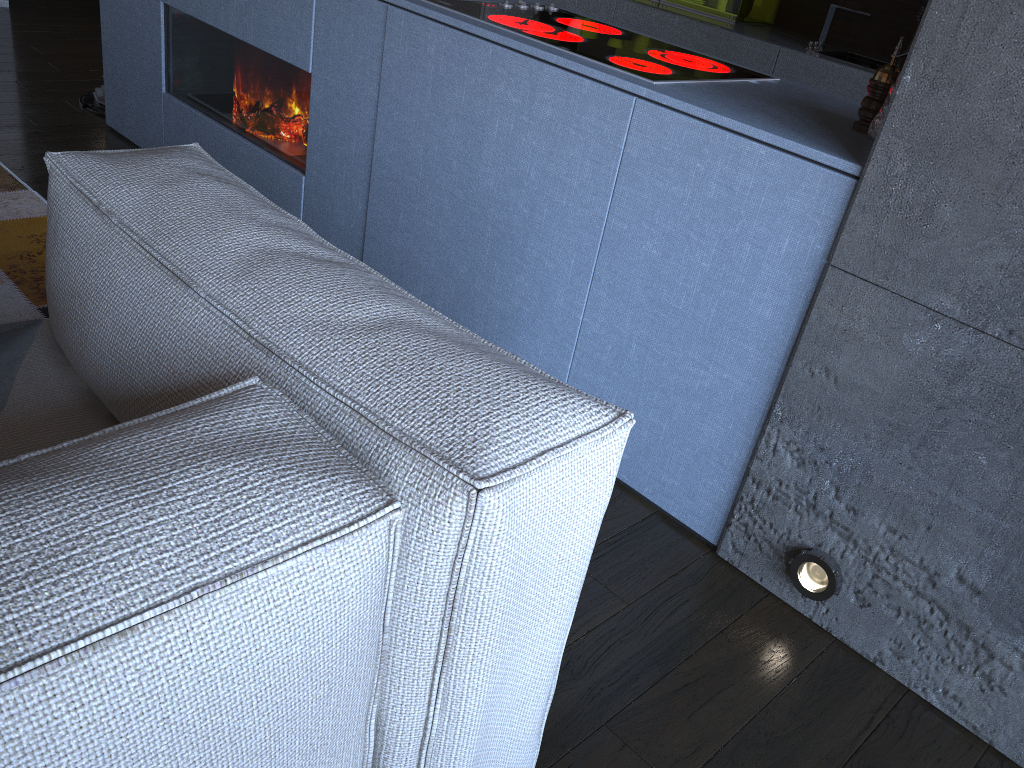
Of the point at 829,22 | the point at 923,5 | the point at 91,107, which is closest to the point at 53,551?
the point at 923,5

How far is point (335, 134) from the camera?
2.5m

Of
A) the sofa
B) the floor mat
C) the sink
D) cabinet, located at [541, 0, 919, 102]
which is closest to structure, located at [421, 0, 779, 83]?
the sofa

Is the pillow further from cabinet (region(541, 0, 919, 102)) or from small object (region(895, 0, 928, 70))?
cabinet (region(541, 0, 919, 102))

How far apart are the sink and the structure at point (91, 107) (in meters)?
3.10

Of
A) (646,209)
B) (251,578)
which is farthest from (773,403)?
(251,578)

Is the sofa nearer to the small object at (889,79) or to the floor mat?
the floor mat

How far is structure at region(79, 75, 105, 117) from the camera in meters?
3.7

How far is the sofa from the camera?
0.7m

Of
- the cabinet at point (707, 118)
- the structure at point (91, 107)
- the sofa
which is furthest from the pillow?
the structure at point (91, 107)
